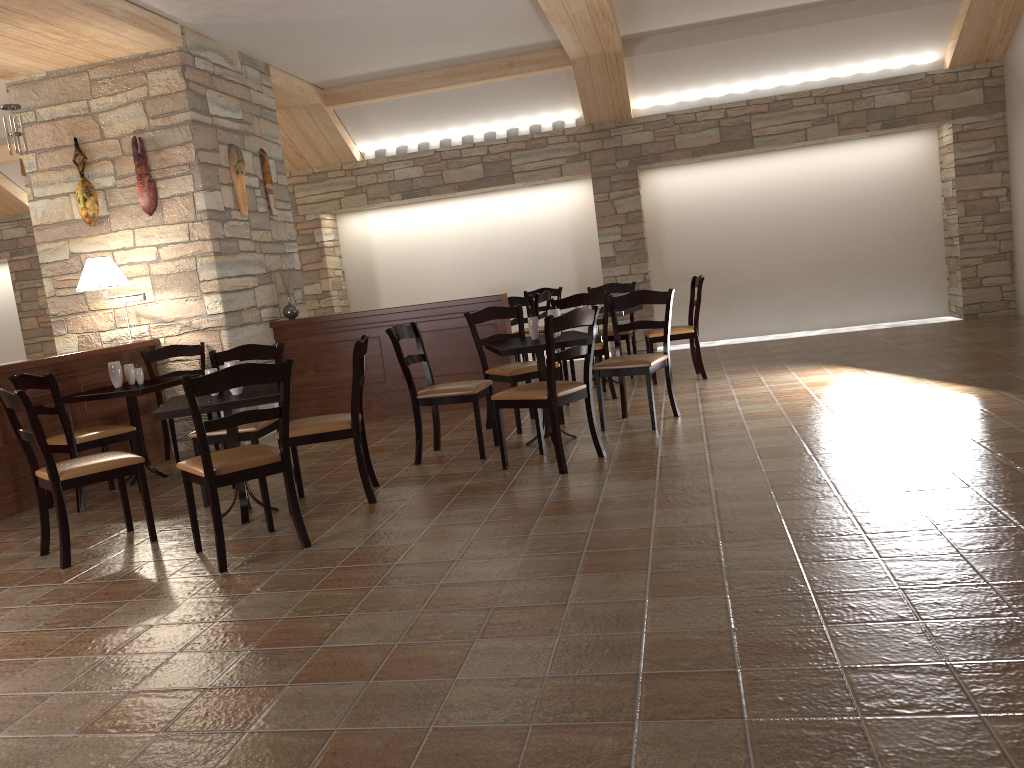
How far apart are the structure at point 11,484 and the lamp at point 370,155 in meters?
4.1 m

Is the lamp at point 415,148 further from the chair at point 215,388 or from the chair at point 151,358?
the chair at point 215,388

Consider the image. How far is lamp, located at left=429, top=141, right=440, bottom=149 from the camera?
10.0m

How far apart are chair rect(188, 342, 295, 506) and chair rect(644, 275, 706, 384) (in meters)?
3.26

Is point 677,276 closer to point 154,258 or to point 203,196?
point 203,196

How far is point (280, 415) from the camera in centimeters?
383cm

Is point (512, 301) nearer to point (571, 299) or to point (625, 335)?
point (625, 335)

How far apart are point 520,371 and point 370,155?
5.20m

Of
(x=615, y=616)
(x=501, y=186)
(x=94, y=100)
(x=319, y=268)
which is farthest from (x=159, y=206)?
(x=615, y=616)

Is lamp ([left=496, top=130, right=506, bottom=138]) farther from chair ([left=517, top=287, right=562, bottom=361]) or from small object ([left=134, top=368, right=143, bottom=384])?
small object ([left=134, top=368, right=143, bottom=384])
